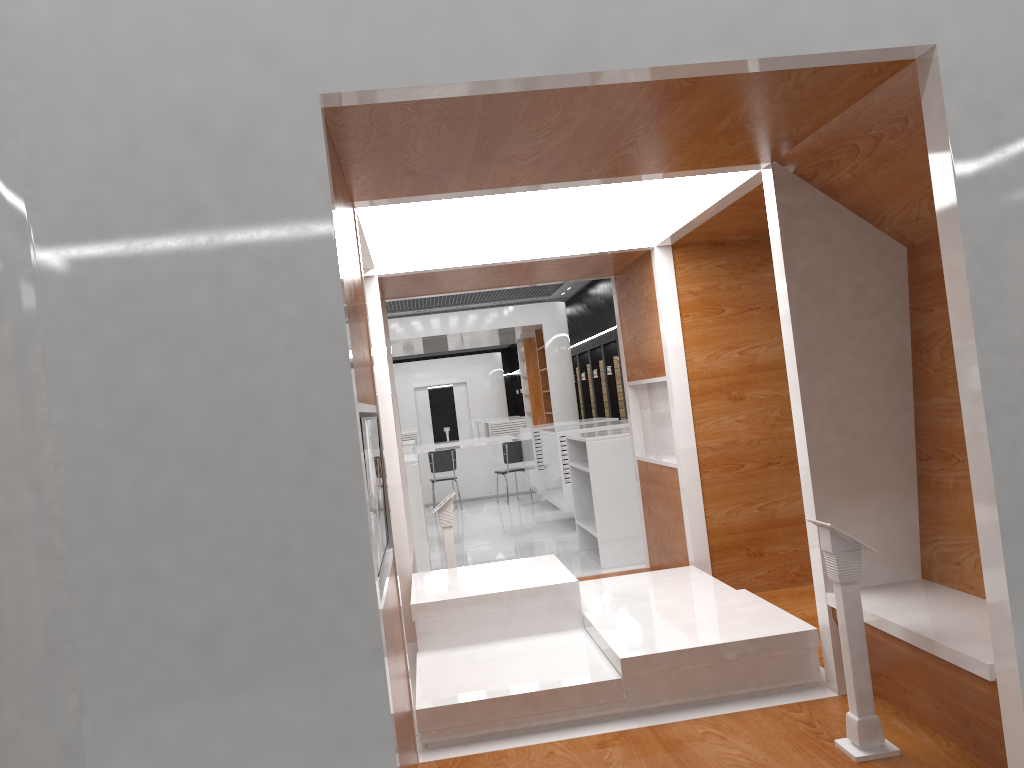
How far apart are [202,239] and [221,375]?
0.35m

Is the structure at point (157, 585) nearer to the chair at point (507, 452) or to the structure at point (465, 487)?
the chair at point (507, 452)

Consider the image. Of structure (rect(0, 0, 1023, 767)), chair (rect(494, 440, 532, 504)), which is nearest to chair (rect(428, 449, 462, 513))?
chair (rect(494, 440, 532, 504))

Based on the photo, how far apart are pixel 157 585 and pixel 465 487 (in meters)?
13.36

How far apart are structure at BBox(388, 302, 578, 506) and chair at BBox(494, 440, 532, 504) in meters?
1.2 m

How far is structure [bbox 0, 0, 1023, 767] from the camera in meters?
2.2

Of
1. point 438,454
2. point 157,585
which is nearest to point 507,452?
point 438,454

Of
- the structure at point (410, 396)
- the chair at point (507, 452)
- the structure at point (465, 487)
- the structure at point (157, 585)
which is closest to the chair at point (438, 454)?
the chair at point (507, 452)

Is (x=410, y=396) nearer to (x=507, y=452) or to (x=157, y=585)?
A: (x=507, y=452)

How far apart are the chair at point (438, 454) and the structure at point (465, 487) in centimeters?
118cm
